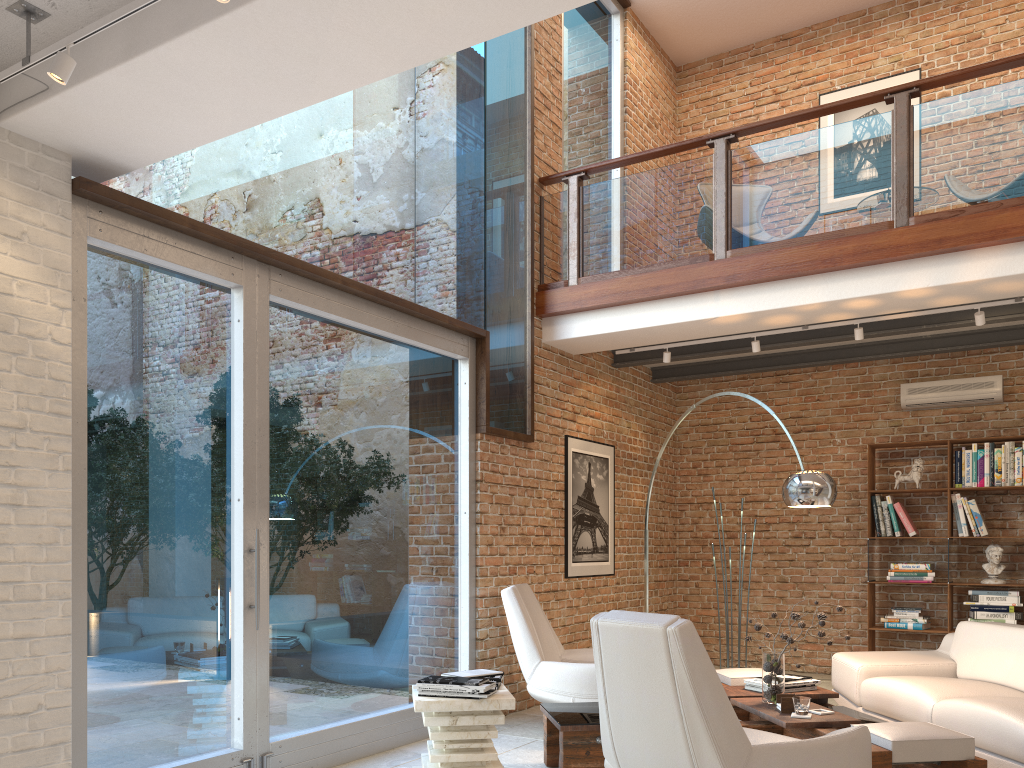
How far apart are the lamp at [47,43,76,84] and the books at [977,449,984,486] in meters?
7.4

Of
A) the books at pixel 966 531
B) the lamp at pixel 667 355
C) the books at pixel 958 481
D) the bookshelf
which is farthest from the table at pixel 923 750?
the books at pixel 958 481

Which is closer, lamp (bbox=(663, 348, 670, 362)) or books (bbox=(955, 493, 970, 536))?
lamp (bbox=(663, 348, 670, 362))

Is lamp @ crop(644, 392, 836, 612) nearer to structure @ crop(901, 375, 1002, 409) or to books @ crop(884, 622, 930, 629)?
books @ crop(884, 622, 930, 629)

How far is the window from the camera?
3.9 meters

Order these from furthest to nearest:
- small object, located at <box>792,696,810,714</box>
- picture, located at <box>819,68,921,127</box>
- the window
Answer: picture, located at <box>819,68,921,127</box>, small object, located at <box>792,696,810,714</box>, the window

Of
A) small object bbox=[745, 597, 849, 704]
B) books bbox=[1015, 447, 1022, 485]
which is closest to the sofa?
small object bbox=[745, 597, 849, 704]

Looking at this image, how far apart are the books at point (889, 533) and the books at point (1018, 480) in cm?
108

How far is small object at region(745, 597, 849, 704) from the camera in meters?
4.6

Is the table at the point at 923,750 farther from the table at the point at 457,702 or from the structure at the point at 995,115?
the structure at the point at 995,115
